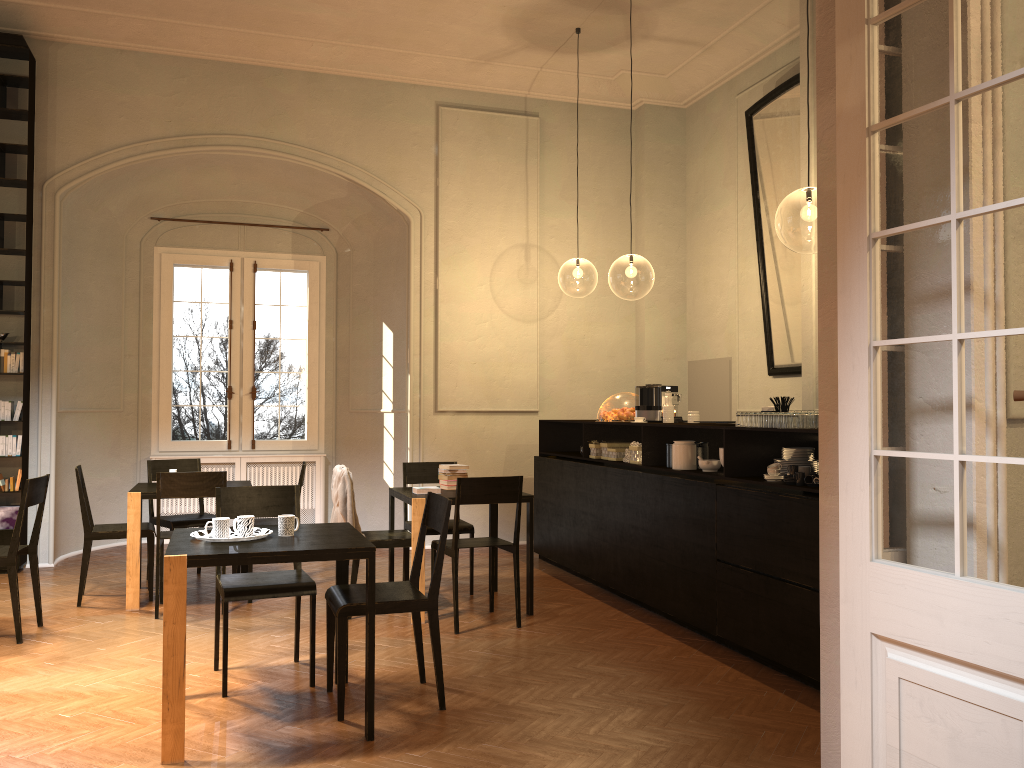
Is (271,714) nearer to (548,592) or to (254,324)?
(548,592)

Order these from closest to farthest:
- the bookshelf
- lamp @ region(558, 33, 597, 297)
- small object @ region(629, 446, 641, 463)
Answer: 1. small object @ region(629, 446, 641, 463)
2. the bookshelf
3. lamp @ region(558, 33, 597, 297)

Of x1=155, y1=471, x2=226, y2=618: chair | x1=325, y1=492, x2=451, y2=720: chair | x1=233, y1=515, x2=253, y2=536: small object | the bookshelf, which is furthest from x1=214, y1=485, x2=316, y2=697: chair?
the bookshelf

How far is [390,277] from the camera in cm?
1041

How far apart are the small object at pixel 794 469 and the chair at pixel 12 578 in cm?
486

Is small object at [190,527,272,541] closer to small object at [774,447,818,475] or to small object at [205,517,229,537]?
small object at [205,517,229,537]

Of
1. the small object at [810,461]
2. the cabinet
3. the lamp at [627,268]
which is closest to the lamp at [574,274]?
the lamp at [627,268]

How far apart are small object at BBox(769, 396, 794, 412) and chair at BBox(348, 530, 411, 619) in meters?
2.8

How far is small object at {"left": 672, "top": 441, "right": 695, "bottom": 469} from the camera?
6.4m

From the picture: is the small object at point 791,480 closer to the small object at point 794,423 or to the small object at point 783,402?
the small object at point 794,423
